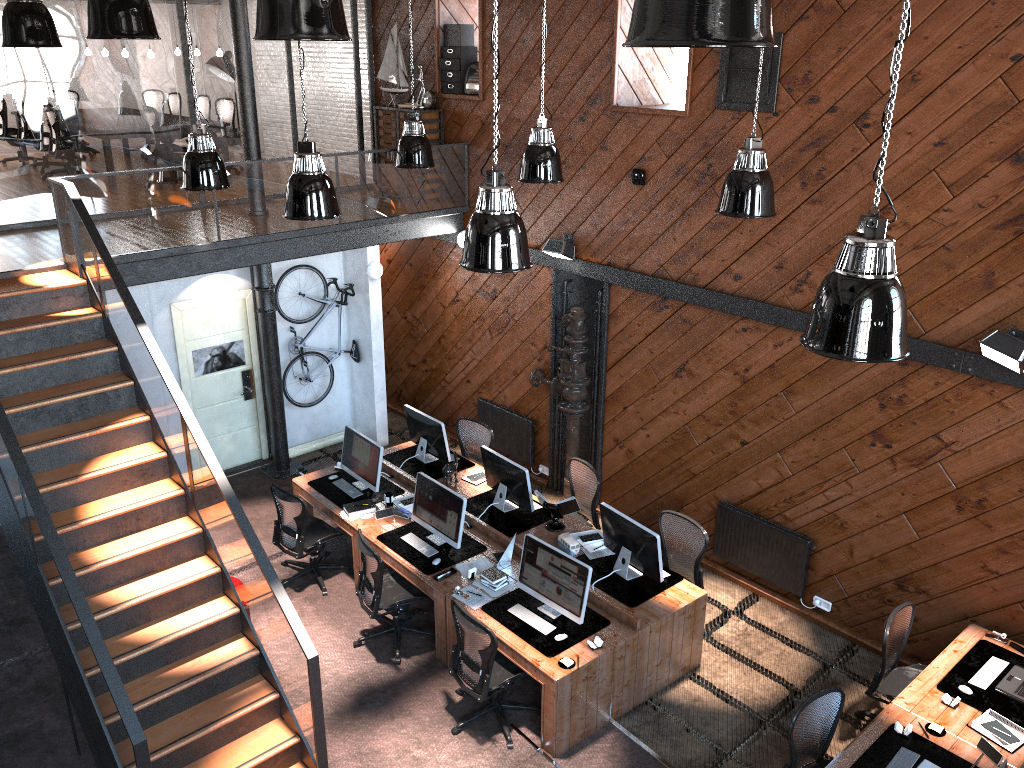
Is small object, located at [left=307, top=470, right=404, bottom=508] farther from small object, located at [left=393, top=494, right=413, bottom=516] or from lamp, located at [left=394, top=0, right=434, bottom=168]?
lamp, located at [left=394, top=0, right=434, bottom=168]

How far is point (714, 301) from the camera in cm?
828

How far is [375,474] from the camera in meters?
8.9 m

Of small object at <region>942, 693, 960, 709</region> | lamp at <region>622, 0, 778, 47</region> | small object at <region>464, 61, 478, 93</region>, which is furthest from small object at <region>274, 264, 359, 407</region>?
lamp at <region>622, 0, 778, 47</region>

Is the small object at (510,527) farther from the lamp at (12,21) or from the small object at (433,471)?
the lamp at (12,21)

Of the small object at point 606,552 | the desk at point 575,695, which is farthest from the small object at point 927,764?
the small object at point 606,552

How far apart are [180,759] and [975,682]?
5.61m

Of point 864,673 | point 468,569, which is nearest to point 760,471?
point 864,673

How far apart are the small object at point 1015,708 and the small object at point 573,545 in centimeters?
304cm

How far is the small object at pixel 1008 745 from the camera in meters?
5.8 m
